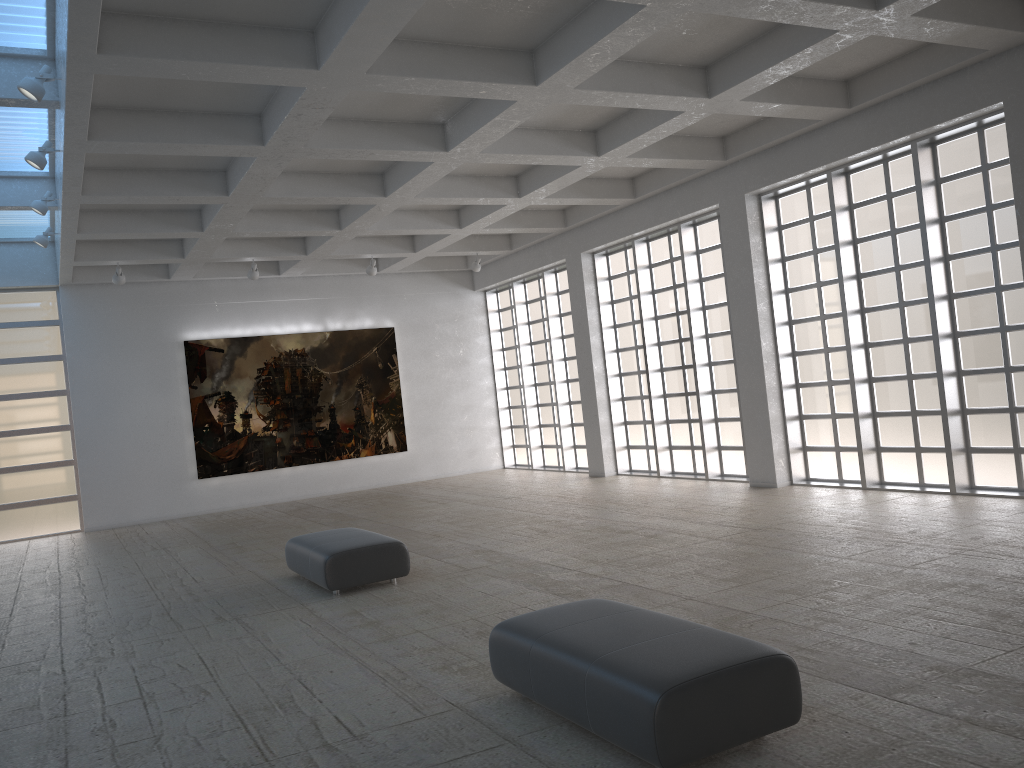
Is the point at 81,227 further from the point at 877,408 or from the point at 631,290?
the point at 877,408
